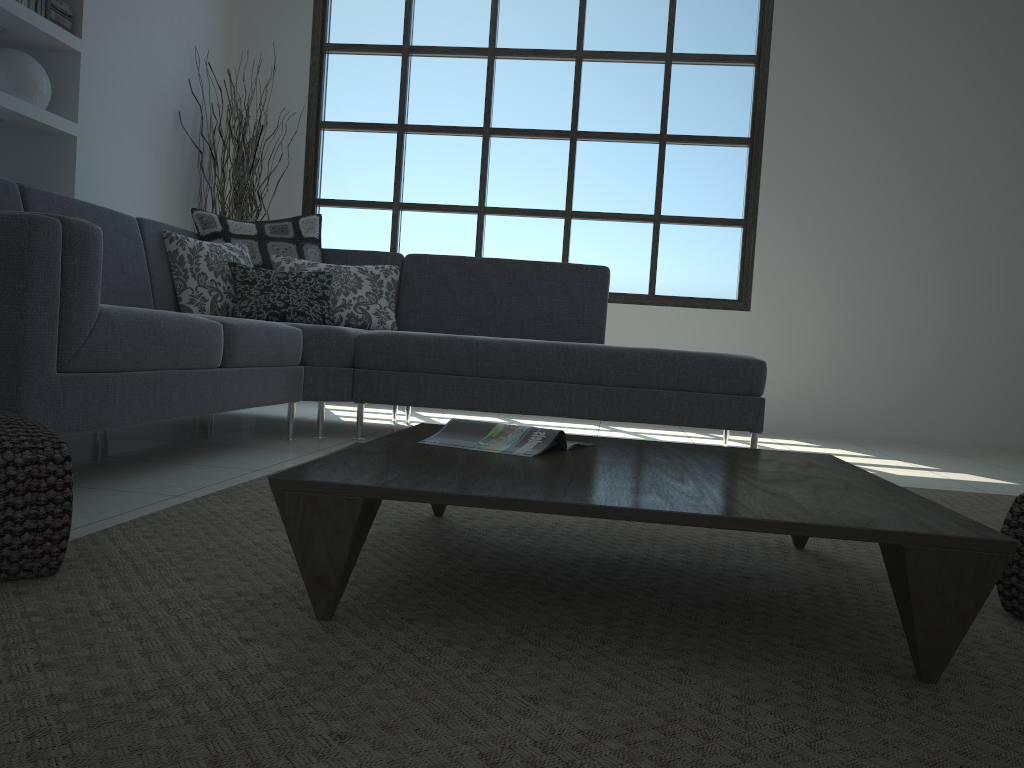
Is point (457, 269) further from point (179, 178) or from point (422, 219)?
point (179, 178)

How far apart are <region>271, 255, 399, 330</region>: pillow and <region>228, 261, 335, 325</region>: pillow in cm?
6

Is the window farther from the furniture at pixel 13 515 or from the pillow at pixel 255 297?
the furniture at pixel 13 515

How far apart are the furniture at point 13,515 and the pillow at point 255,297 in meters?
2.3

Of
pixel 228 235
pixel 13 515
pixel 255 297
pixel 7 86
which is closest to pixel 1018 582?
pixel 13 515

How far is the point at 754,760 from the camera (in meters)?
0.95

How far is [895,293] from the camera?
5.7m

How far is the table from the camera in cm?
117

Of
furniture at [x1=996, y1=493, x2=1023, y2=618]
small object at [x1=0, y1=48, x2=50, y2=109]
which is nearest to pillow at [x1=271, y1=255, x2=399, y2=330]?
small object at [x1=0, y1=48, x2=50, y2=109]

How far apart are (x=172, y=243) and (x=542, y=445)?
2.66m
